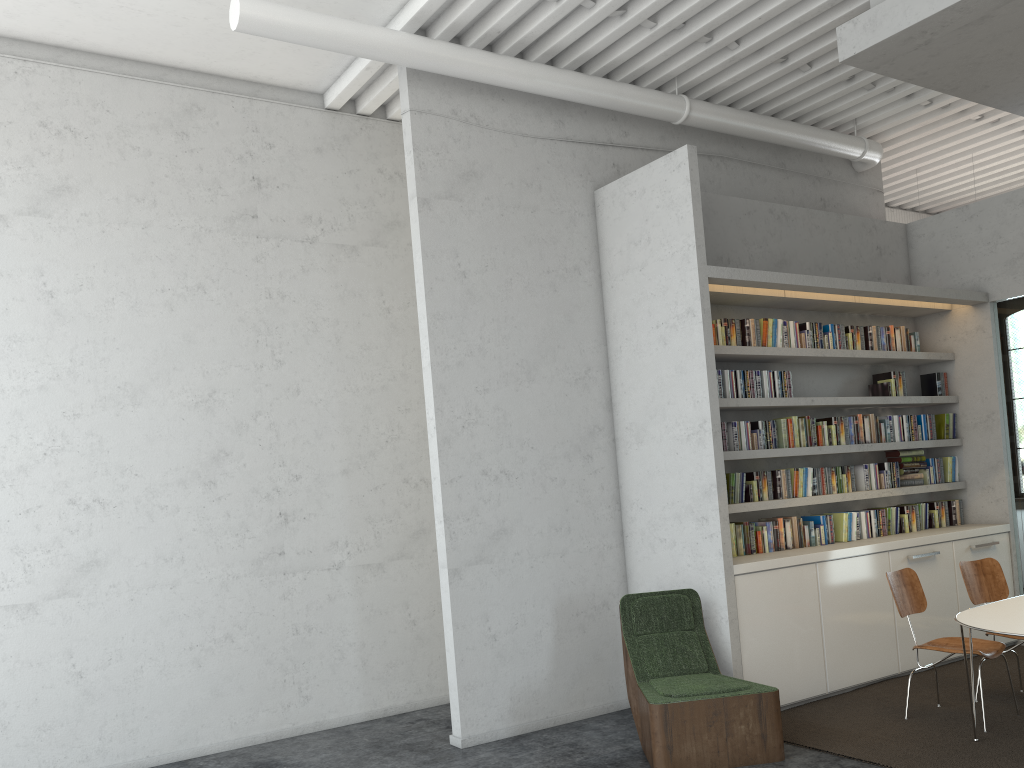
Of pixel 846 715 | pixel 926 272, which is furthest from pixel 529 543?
pixel 926 272
